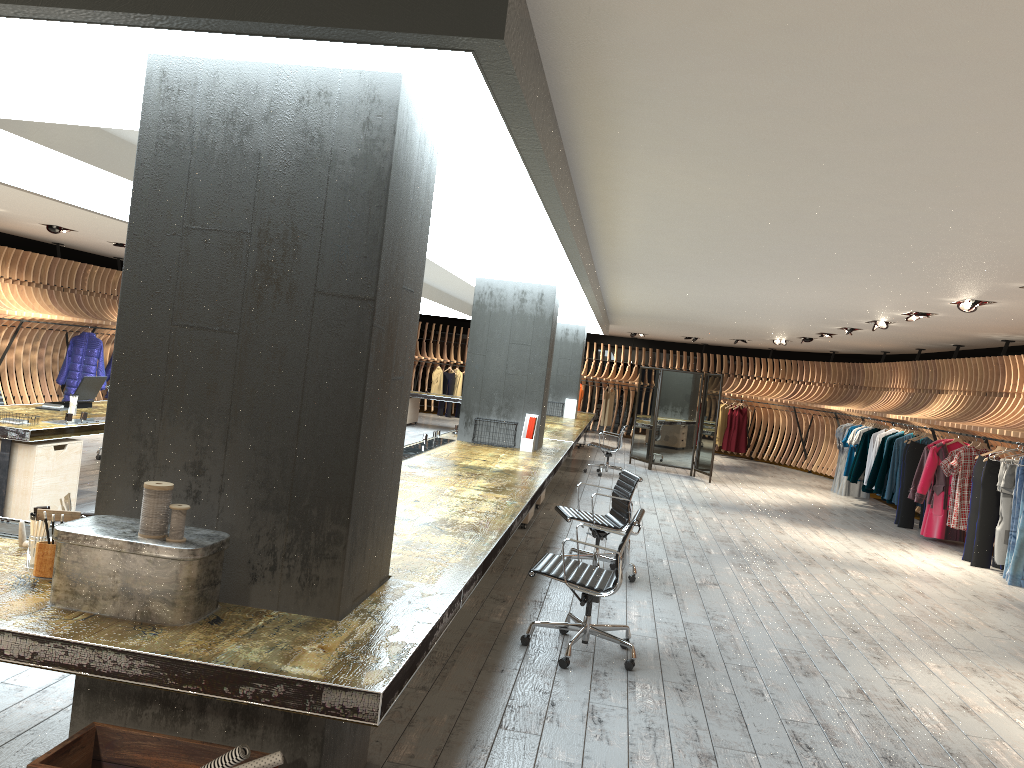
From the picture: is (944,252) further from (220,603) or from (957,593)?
(220,603)

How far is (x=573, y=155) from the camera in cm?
469

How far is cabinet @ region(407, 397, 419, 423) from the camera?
19.9m

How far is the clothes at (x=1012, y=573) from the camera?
9.0 meters

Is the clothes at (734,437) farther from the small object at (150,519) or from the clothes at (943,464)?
the small object at (150,519)

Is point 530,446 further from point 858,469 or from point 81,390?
point 858,469

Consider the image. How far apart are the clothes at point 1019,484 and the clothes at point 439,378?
16.4 meters

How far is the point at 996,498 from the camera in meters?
9.9

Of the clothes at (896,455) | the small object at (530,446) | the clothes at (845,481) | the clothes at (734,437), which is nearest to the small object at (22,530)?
the small object at (530,446)

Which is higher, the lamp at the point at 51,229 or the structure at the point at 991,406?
the lamp at the point at 51,229
